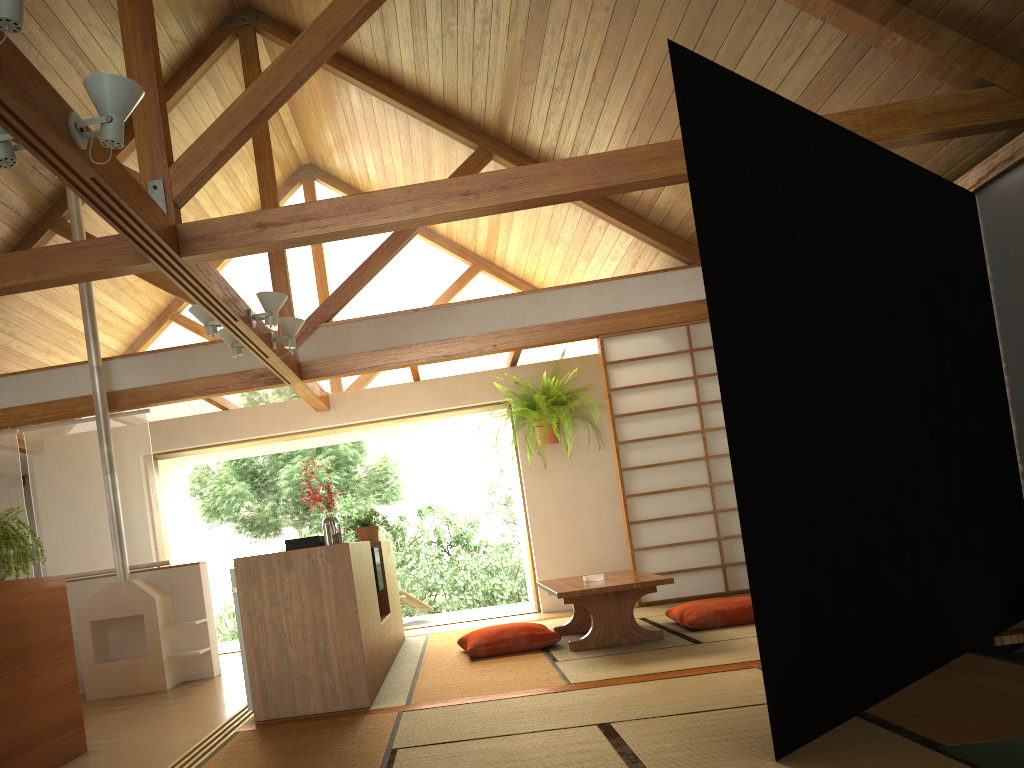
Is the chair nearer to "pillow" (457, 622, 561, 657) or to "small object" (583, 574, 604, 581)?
"pillow" (457, 622, 561, 657)

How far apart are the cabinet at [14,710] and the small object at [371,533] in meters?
2.2 m

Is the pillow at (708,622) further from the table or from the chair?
the chair

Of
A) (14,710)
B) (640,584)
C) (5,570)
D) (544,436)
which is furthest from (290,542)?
(544,436)

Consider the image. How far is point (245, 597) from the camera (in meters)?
3.82

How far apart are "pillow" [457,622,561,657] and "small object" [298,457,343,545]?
0.97m

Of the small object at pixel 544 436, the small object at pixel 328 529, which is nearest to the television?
the small object at pixel 328 529

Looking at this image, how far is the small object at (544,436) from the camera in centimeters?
749cm

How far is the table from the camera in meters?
4.6

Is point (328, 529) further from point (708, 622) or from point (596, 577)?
point (708, 622)
